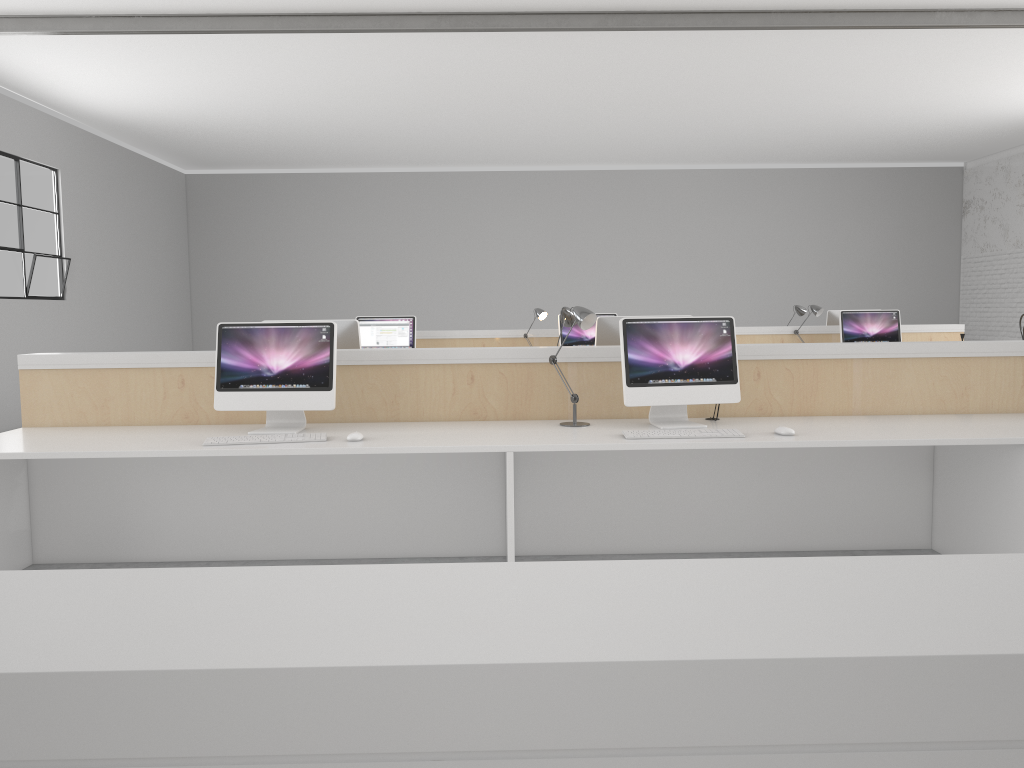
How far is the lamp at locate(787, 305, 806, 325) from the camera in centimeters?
633cm

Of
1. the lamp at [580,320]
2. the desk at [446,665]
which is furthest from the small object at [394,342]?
the desk at [446,665]

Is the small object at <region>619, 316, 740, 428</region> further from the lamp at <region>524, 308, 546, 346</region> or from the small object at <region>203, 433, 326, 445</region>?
the lamp at <region>524, 308, 546, 346</region>

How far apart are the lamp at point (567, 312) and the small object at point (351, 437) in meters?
1.0 m

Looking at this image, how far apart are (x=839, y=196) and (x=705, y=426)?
9.2 meters

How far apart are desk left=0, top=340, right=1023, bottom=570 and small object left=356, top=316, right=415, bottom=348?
2.66m

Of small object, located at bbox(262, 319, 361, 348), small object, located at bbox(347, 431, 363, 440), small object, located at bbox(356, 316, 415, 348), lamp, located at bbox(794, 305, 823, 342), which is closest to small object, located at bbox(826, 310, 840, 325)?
lamp, located at bbox(794, 305, 823, 342)

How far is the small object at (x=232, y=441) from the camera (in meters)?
2.70

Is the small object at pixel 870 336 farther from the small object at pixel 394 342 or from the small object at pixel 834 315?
the small object at pixel 394 342

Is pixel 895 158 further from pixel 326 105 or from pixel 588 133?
pixel 326 105
